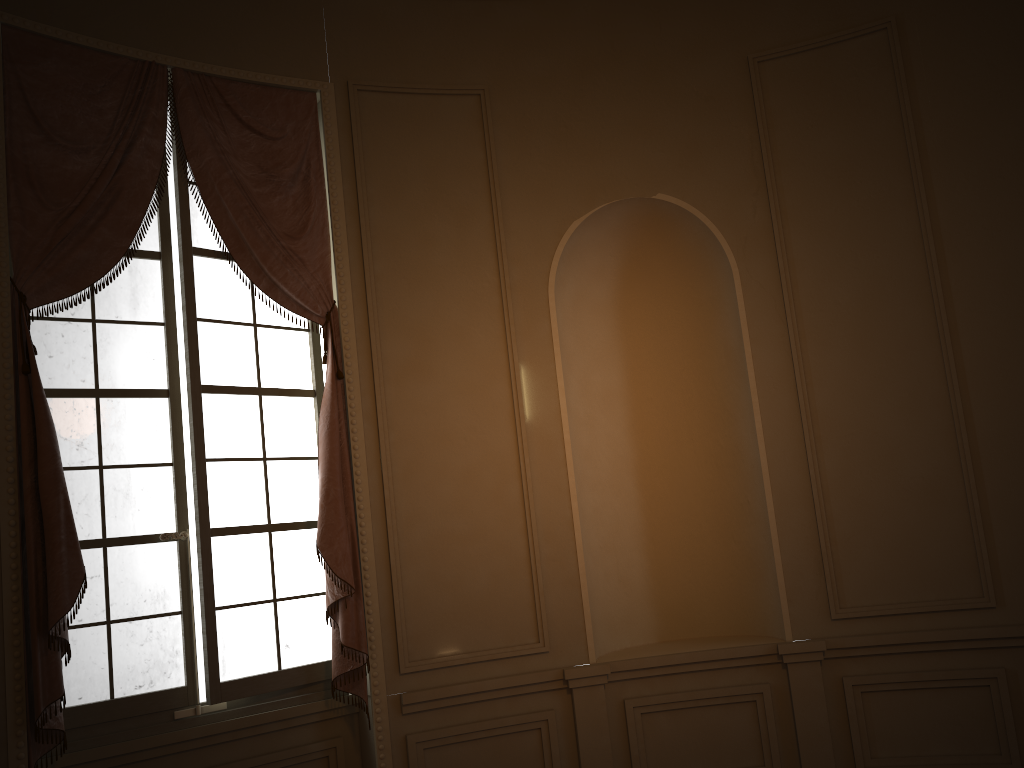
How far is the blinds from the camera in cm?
320

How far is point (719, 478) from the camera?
4.6m

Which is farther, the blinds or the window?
the window

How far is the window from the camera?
3.6 meters

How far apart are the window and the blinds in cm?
7

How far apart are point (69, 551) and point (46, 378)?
0.8 meters

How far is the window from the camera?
3.6 meters

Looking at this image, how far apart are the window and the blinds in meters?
0.1 m
